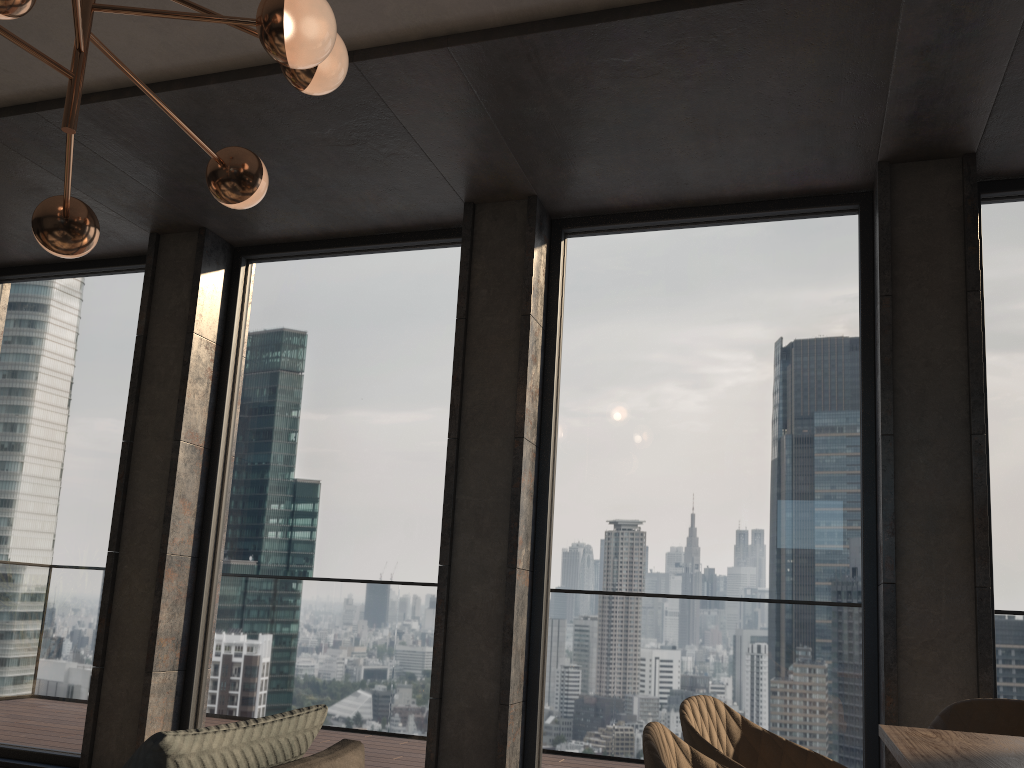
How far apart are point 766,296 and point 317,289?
2.5m

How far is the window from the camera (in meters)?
3.84

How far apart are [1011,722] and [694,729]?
1.3m

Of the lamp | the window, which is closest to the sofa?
the lamp

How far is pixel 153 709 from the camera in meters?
4.4 m

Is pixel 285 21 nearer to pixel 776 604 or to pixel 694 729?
pixel 694 729

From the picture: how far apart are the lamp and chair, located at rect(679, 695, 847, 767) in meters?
1.8 m

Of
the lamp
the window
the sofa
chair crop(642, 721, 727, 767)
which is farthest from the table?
the lamp

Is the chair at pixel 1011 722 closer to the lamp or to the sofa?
the sofa

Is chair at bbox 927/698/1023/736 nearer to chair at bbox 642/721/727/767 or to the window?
the window
